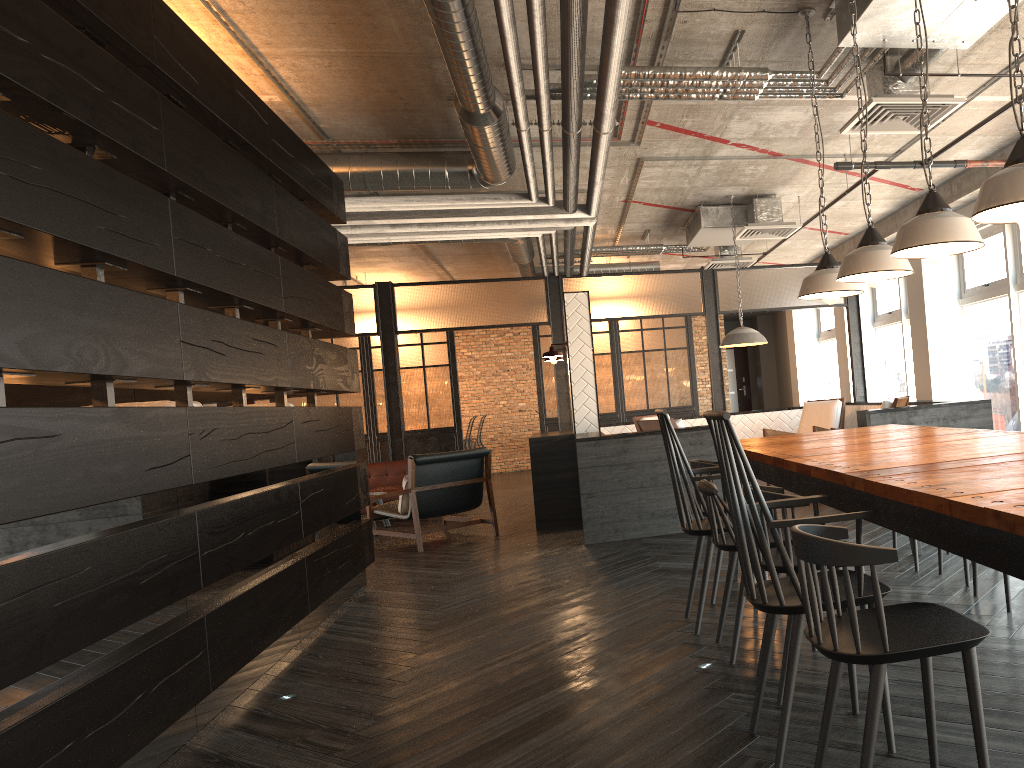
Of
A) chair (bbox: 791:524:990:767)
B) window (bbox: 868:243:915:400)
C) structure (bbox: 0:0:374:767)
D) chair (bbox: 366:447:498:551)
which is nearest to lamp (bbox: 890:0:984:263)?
chair (bbox: 791:524:990:767)

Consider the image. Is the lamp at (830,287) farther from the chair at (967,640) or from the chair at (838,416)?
the chair at (838,416)

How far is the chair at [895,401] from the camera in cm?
694

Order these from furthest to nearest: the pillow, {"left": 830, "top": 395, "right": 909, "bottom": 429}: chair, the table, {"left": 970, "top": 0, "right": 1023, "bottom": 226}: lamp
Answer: the pillow, {"left": 830, "top": 395, "right": 909, "bottom": 429}: chair, {"left": 970, "top": 0, "right": 1023, "bottom": 226}: lamp, the table

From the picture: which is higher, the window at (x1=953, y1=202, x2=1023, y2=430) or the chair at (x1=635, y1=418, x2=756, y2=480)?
the window at (x1=953, y1=202, x2=1023, y2=430)

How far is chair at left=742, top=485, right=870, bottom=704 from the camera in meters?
2.7

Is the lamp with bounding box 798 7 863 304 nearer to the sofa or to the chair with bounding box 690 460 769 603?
the chair with bounding box 690 460 769 603

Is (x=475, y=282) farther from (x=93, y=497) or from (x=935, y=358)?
(x=93, y=497)

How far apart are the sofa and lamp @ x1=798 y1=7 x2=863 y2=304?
6.2 meters

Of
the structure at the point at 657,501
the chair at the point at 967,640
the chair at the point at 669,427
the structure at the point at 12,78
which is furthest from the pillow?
the chair at the point at 967,640
